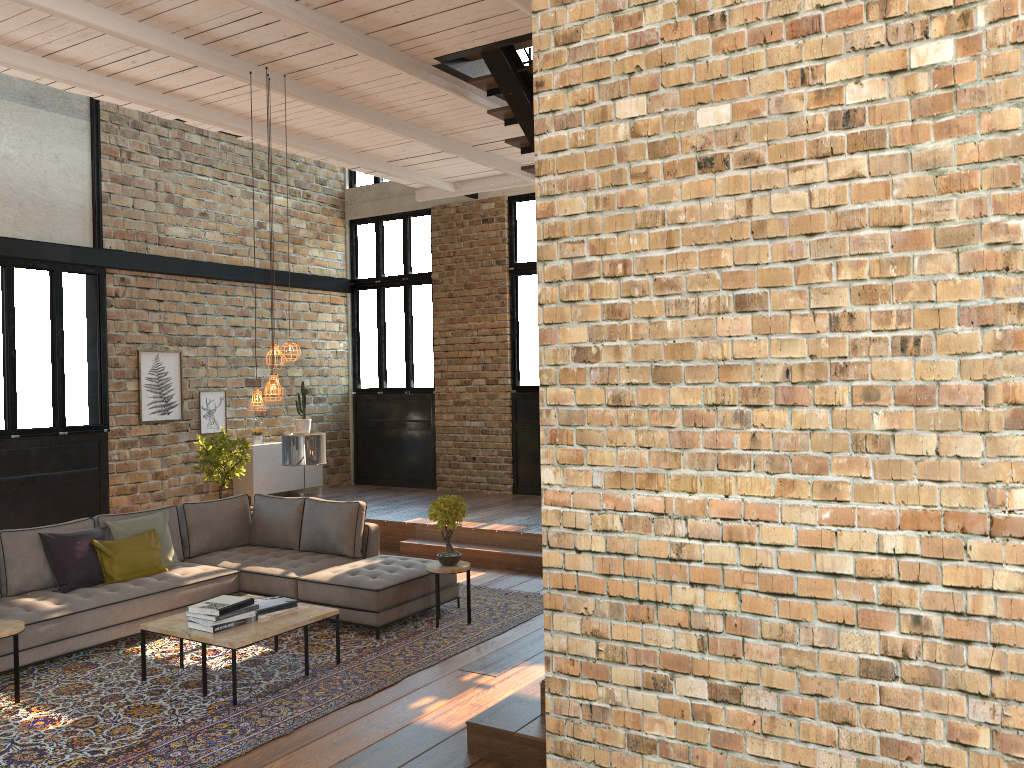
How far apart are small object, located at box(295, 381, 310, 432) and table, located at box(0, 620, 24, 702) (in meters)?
7.11

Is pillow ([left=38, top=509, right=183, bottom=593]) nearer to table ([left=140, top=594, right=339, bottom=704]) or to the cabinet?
table ([left=140, top=594, right=339, bottom=704])

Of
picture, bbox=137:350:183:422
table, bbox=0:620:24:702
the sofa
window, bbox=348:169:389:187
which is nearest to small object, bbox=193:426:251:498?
picture, bbox=137:350:183:422

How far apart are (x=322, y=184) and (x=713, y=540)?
12.12m

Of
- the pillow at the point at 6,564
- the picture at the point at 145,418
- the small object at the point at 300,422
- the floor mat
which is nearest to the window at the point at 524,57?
the small object at the point at 300,422

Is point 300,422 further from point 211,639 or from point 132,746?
point 132,746

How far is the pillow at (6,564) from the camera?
6.5 meters

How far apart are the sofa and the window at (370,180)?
7.1 meters

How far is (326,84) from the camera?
7.4m

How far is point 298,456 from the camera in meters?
8.6 m
